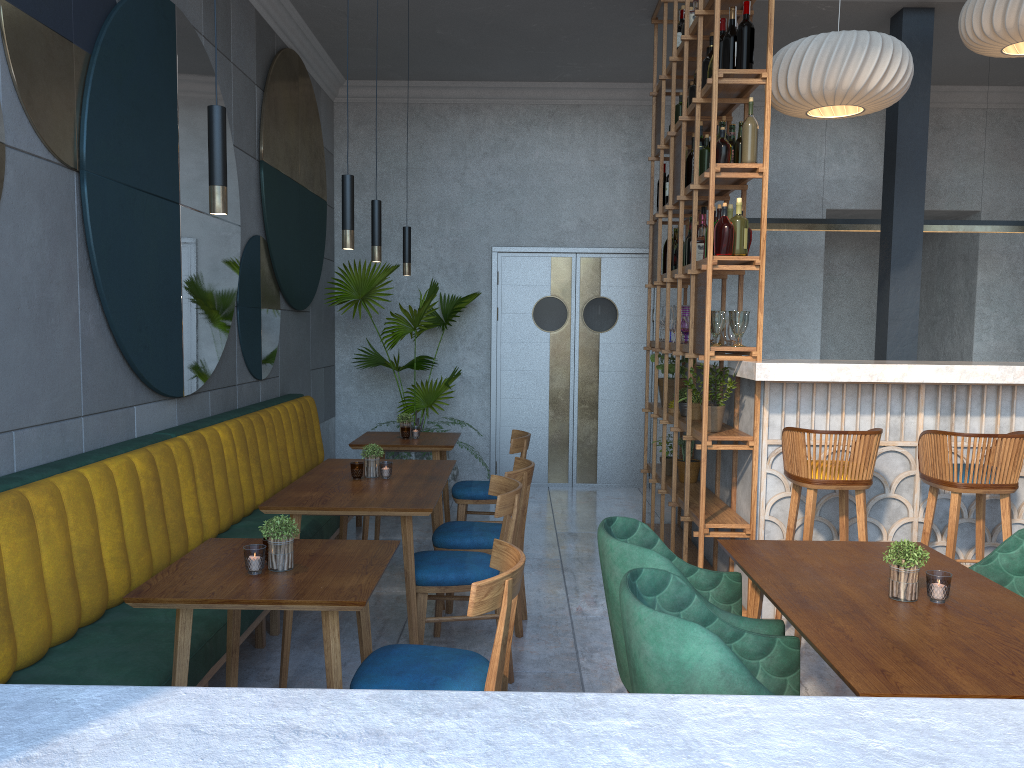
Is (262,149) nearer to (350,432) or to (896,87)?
(350,432)

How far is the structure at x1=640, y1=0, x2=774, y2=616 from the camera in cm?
416

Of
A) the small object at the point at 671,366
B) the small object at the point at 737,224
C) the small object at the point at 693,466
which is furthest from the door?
the small object at the point at 737,224

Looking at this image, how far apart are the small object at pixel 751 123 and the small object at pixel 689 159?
0.9m

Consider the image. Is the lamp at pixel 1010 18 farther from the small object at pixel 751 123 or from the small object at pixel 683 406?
the small object at pixel 683 406

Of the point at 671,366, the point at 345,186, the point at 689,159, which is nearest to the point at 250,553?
the point at 345,186

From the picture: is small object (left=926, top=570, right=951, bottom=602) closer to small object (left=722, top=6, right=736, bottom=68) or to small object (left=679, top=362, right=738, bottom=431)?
small object (left=679, top=362, right=738, bottom=431)

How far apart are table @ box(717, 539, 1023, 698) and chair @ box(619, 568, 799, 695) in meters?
0.1 m

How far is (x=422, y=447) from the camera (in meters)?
5.01

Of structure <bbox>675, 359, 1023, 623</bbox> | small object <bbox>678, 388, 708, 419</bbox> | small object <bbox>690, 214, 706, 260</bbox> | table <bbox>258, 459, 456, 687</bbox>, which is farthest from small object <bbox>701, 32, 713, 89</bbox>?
table <bbox>258, 459, 456, 687</bbox>
